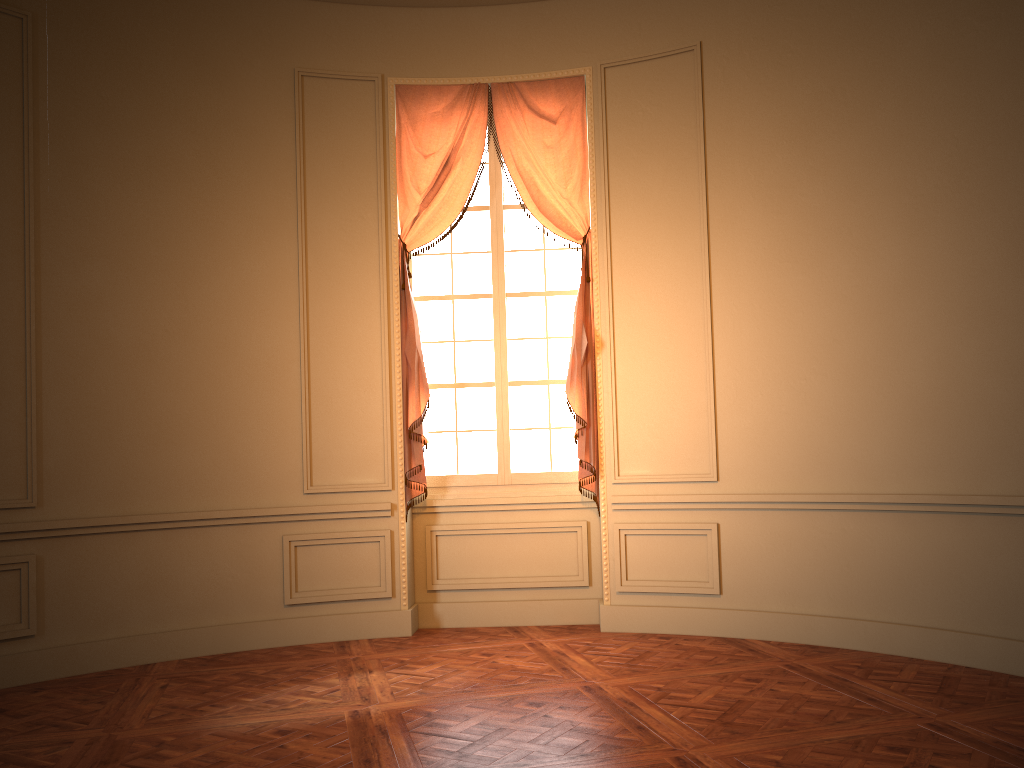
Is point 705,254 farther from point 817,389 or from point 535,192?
point 535,192

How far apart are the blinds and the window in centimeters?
13cm

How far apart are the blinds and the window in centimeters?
13cm

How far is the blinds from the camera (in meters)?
5.85

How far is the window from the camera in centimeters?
616cm

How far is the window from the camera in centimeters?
616cm

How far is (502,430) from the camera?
6.16m

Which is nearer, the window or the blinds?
the blinds
